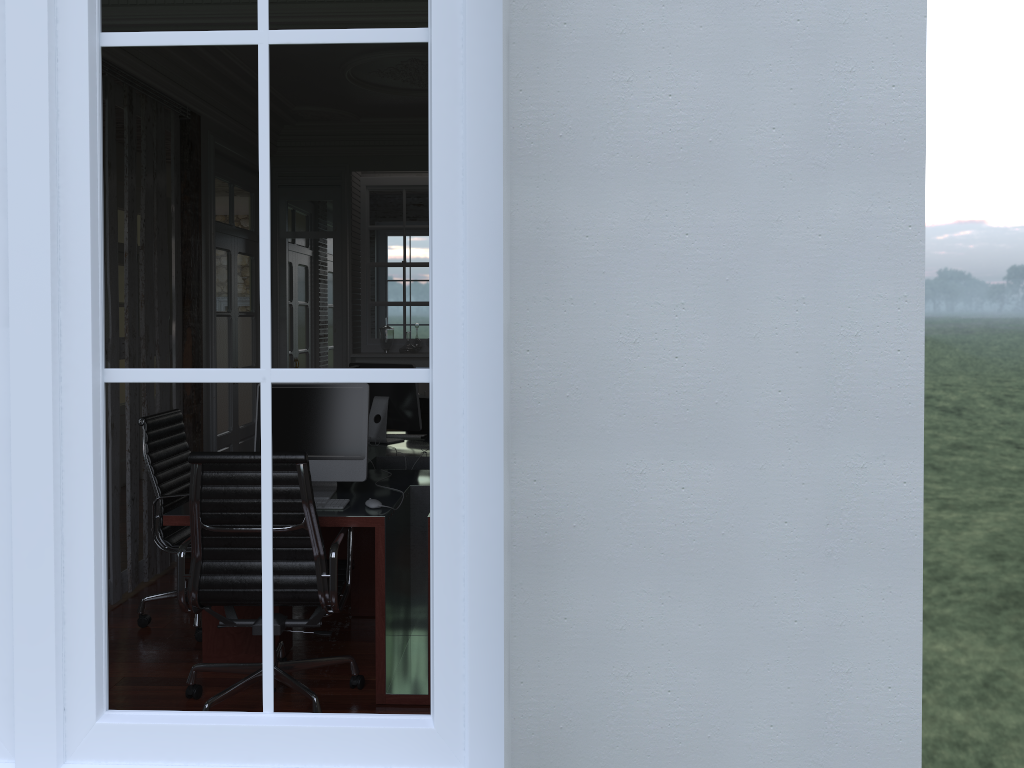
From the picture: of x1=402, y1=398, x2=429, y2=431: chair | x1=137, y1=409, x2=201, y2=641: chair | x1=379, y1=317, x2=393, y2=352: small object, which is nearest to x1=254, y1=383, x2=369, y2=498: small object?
x1=137, y1=409, x2=201, y2=641: chair

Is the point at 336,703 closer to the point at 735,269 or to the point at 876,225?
the point at 735,269

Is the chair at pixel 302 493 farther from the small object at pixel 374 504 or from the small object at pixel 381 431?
the small object at pixel 381 431

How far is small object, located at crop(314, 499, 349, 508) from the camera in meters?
3.6 m

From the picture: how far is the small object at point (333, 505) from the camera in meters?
3.6 m

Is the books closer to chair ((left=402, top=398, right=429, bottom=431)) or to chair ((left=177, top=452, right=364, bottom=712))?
chair ((left=402, top=398, right=429, bottom=431))

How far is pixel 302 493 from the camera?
3.2m

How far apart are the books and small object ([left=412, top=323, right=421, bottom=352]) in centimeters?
34cm

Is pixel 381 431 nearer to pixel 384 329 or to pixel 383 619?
pixel 384 329

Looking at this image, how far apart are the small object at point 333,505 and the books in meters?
3.7
